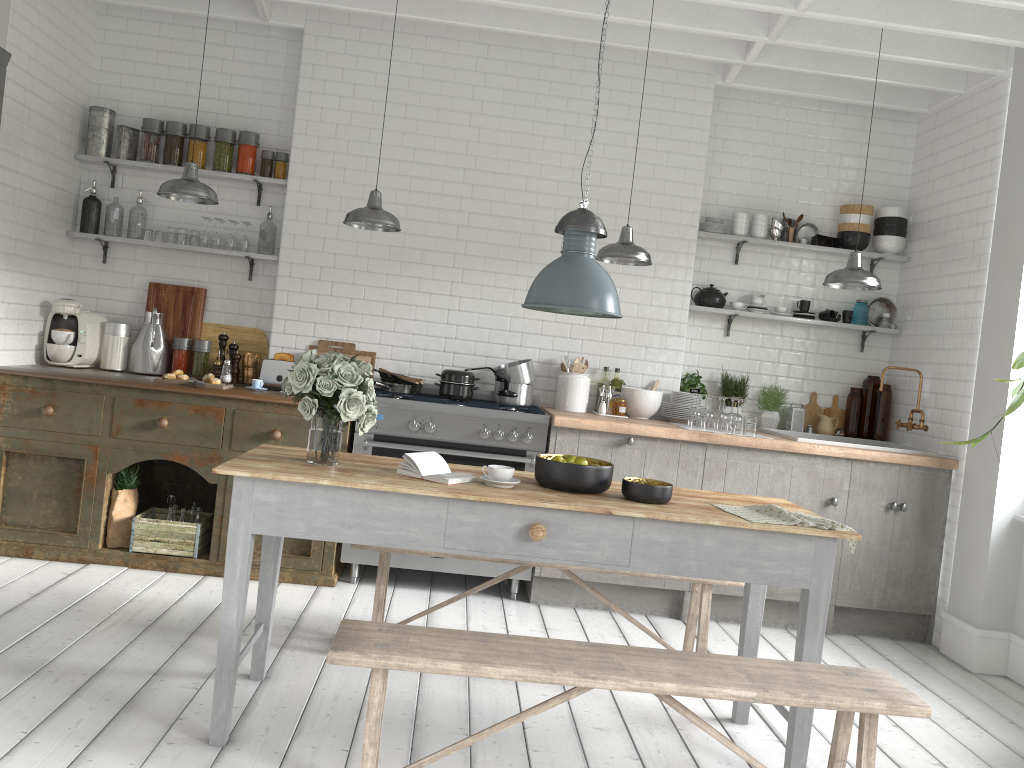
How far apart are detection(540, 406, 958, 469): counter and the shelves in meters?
1.0

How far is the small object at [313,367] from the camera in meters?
3.8 m

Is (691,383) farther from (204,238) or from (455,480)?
(204,238)

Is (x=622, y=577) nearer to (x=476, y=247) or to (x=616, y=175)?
(x=476, y=247)

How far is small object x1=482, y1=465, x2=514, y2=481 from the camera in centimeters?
384cm

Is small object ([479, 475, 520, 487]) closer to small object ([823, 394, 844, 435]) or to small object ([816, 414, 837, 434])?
small object ([816, 414, 837, 434])

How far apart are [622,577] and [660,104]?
3.7 meters

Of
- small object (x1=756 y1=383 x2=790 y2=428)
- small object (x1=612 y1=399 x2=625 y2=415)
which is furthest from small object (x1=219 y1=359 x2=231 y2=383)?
small object (x1=756 y1=383 x2=790 y2=428)

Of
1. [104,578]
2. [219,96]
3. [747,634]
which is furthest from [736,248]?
[104,578]

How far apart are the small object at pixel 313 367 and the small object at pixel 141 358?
1.25m
